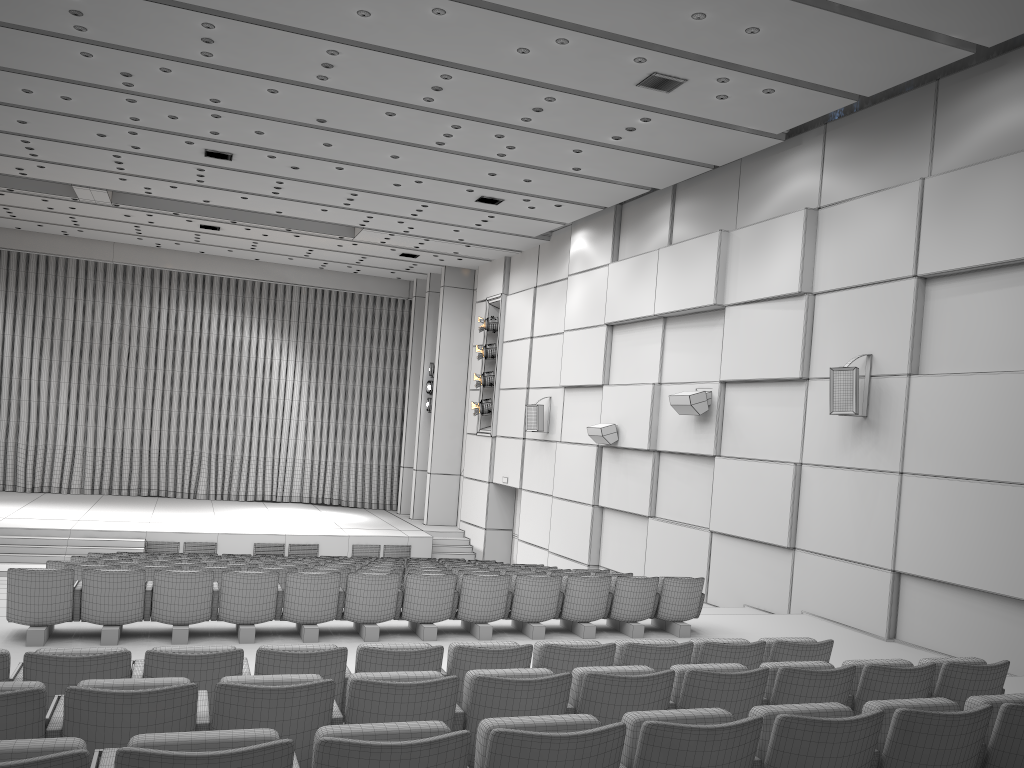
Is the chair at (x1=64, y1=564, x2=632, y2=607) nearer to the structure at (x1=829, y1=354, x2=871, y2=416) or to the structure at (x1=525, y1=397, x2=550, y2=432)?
the structure at (x1=829, y1=354, x2=871, y2=416)

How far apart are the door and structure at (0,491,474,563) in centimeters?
118cm

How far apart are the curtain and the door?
6.1m

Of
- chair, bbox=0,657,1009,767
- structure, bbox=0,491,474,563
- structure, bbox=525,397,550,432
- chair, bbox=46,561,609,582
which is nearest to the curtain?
structure, bbox=0,491,474,563

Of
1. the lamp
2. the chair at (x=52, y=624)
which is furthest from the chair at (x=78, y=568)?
the lamp

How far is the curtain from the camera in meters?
23.5 m

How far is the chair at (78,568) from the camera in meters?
8.2

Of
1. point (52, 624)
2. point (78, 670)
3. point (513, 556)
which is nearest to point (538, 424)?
point (513, 556)

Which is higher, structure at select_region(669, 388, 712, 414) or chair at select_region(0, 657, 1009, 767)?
structure at select_region(669, 388, 712, 414)

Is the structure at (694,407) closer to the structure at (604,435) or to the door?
the structure at (604,435)
